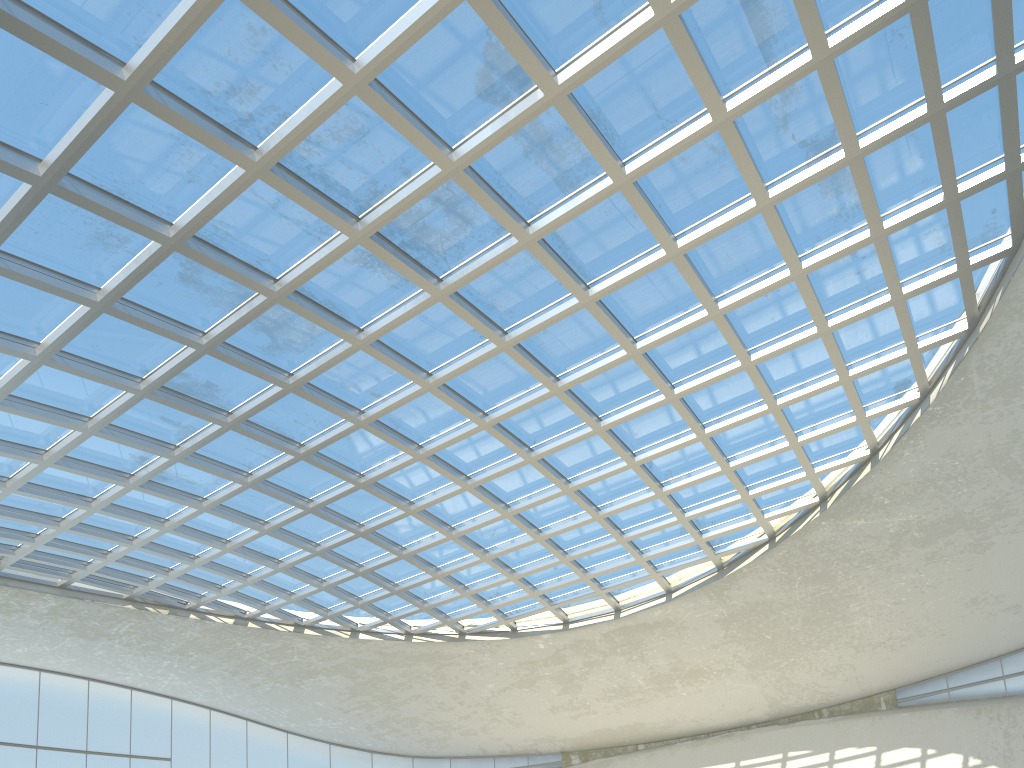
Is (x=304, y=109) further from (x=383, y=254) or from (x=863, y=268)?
(x=863, y=268)

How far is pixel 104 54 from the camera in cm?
3166
